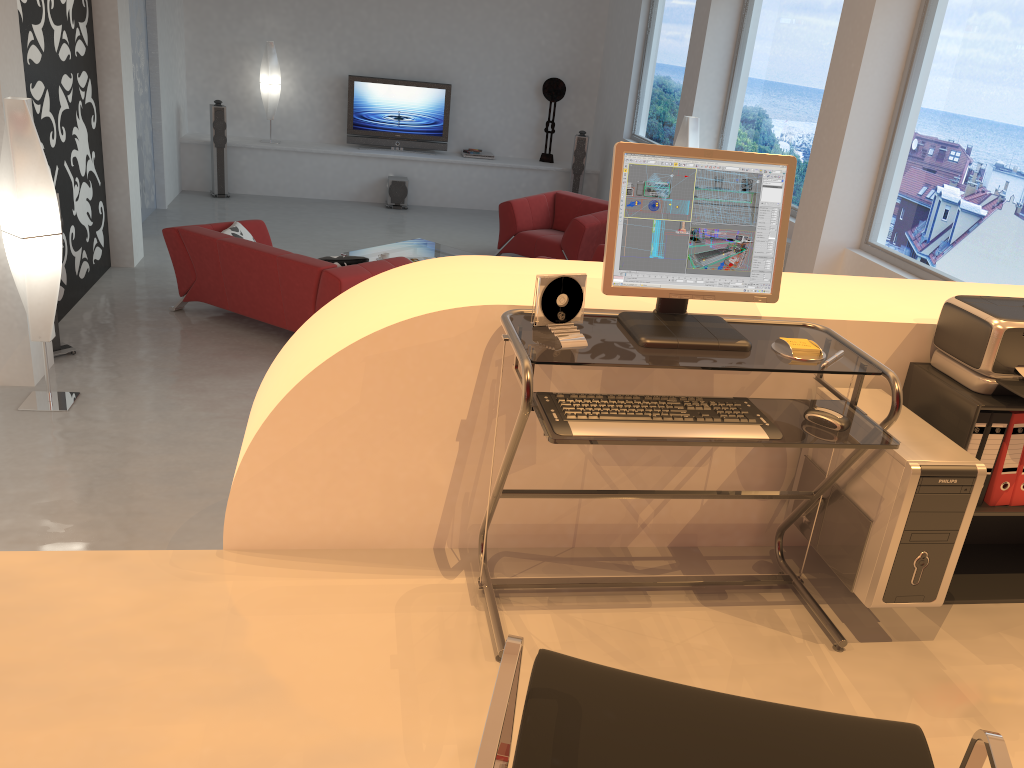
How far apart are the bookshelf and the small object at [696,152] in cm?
59

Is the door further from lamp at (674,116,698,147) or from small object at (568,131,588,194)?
lamp at (674,116,698,147)

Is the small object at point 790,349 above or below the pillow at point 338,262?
above

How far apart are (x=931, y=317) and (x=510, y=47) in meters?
10.5 m

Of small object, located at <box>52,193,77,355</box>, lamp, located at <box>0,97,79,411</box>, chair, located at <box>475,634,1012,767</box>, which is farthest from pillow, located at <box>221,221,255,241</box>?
chair, located at <box>475,634,1012,767</box>

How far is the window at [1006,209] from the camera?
4.8 meters

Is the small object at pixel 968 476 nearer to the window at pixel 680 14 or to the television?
the window at pixel 680 14

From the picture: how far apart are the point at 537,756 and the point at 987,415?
1.69m

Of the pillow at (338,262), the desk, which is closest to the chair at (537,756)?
the desk

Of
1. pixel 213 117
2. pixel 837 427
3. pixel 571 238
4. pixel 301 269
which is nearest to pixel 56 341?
pixel 301 269
